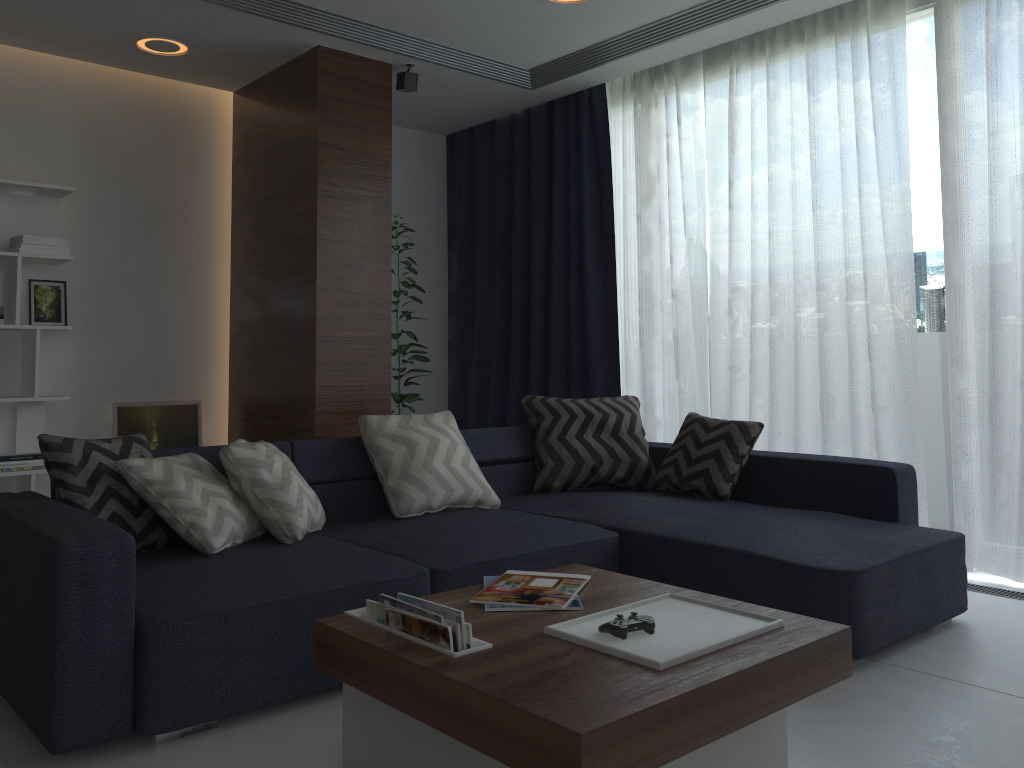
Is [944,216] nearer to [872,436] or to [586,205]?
[872,436]

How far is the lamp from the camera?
4.4m

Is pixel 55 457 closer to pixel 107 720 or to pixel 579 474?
pixel 107 720

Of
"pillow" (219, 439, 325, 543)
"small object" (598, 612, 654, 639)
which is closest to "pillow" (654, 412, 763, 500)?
"pillow" (219, 439, 325, 543)

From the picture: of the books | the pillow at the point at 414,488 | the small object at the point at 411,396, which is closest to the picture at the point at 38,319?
the small object at the point at 411,396

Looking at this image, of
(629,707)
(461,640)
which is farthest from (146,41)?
(629,707)

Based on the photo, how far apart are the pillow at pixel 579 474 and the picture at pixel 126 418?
2.2 meters

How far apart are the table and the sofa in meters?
0.4

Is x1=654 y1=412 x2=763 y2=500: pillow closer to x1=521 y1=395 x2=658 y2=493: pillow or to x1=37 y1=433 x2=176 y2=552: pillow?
x1=521 y1=395 x2=658 y2=493: pillow

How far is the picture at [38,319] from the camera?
4.64m
